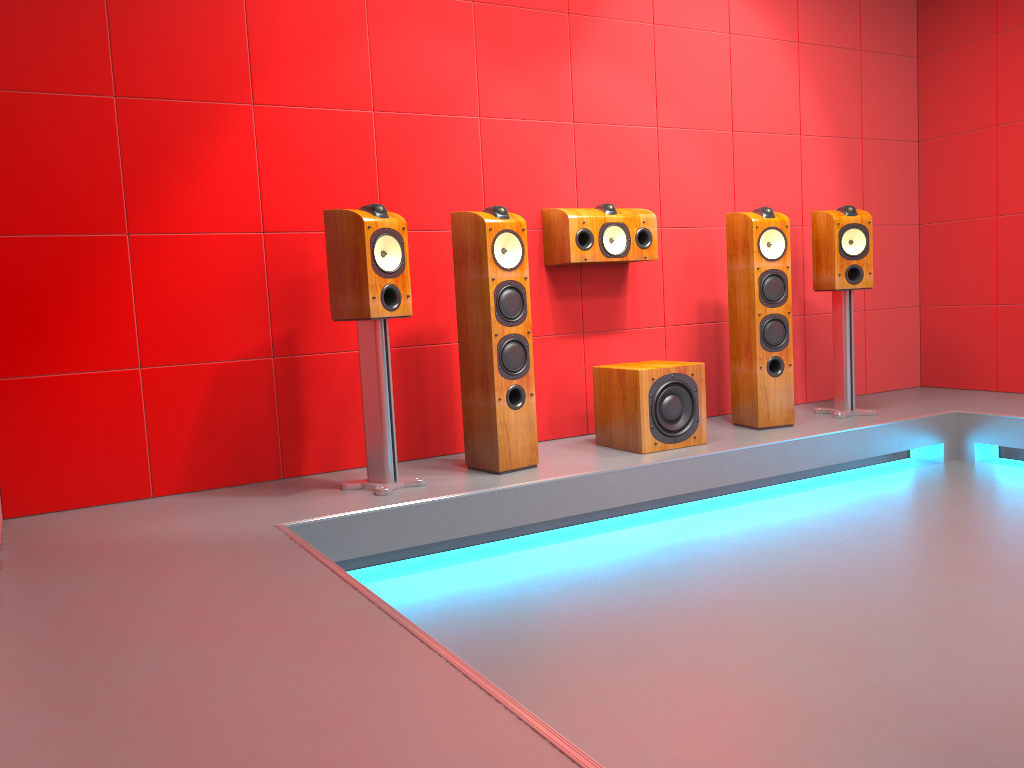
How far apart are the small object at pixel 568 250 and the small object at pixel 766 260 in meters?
0.4 m

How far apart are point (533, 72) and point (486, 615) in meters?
2.6 m

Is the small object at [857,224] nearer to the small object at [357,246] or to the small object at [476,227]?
the small object at [476,227]

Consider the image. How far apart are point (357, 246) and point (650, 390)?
1.4m

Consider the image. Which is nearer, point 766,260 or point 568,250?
point 568,250

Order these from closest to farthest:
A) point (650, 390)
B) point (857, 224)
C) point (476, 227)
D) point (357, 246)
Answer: point (357, 246) → point (476, 227) → point (650, 390) → point (857, 224)

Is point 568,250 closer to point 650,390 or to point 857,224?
point 650,390

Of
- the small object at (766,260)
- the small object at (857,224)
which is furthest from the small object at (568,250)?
the small object at (857,224)

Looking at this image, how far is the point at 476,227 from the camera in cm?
343

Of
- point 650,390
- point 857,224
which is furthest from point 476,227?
point 857,224
